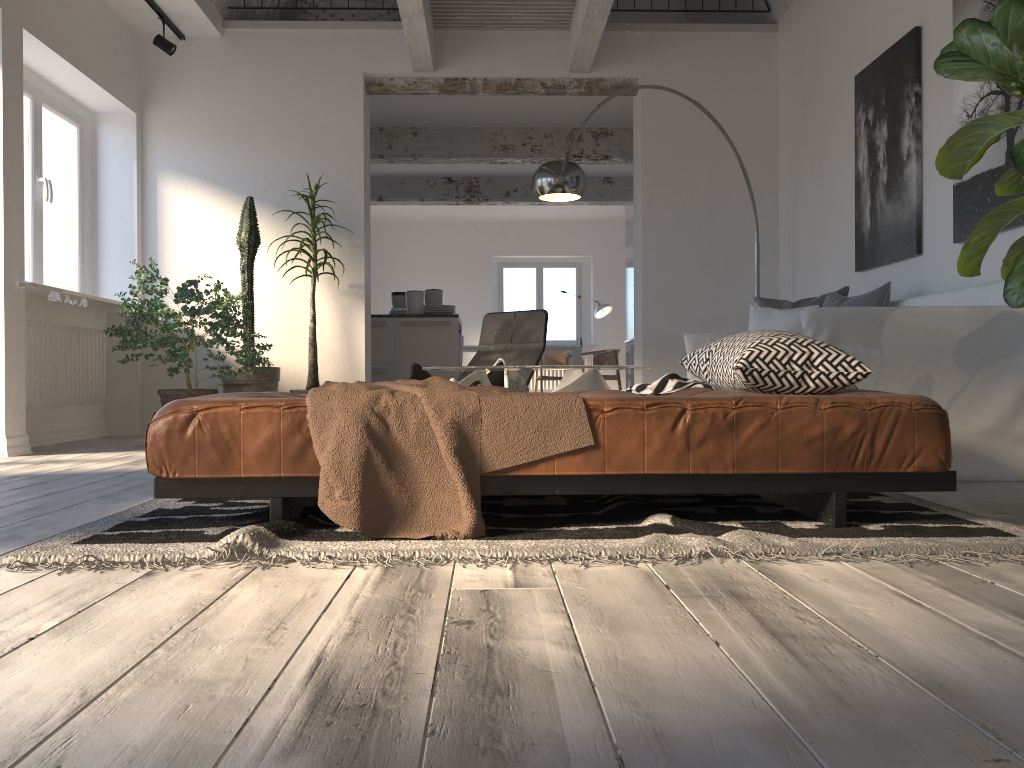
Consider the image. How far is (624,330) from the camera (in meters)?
14.20

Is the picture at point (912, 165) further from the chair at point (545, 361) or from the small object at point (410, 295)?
the chair at point (545, 361)

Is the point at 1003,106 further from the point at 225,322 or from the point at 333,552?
the point at 225,322

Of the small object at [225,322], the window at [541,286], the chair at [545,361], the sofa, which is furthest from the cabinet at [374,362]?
the window at [541,286]

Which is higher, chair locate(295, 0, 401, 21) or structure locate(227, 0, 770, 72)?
chair locate(295, 0, 401, 21)

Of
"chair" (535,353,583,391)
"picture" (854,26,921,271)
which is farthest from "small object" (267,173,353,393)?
"chair" (535,353,583,391)

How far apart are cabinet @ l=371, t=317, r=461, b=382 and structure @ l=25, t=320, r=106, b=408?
2.4m

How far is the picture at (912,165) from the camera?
4.57m

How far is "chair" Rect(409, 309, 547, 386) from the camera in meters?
5.5

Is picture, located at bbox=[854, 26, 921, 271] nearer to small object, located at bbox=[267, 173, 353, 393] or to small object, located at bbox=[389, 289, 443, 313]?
small object, located at bbox=[267, 173, 353, 393]
